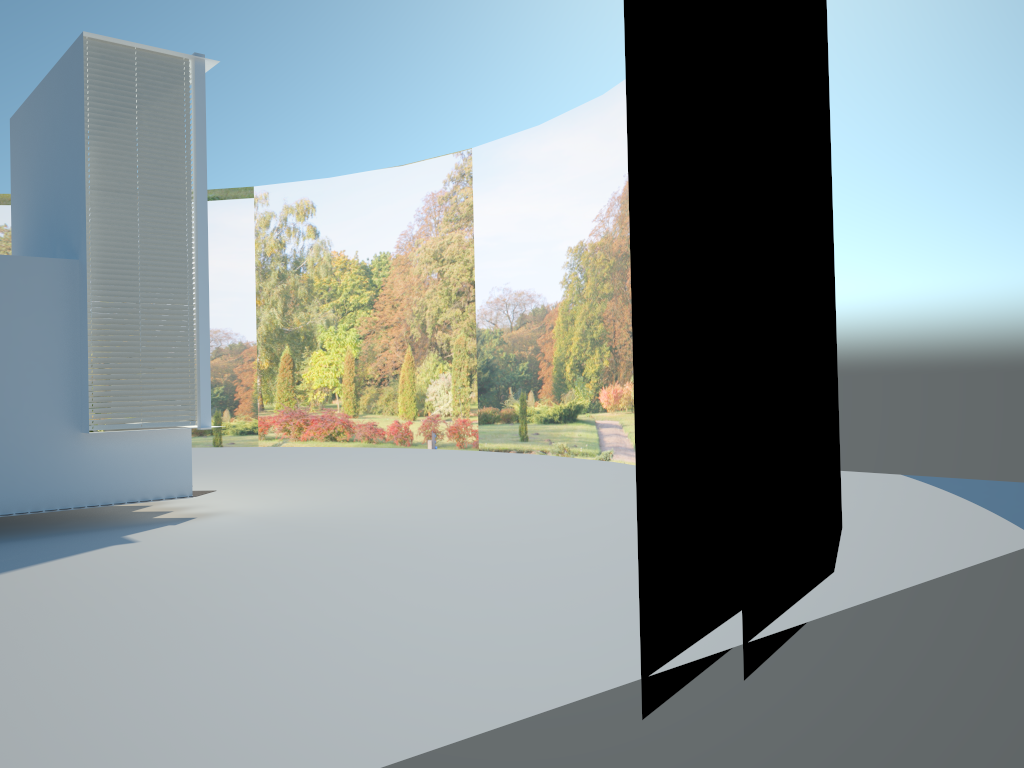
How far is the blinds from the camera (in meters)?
9.56

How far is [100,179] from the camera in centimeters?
956cm

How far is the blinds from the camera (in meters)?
9.56
